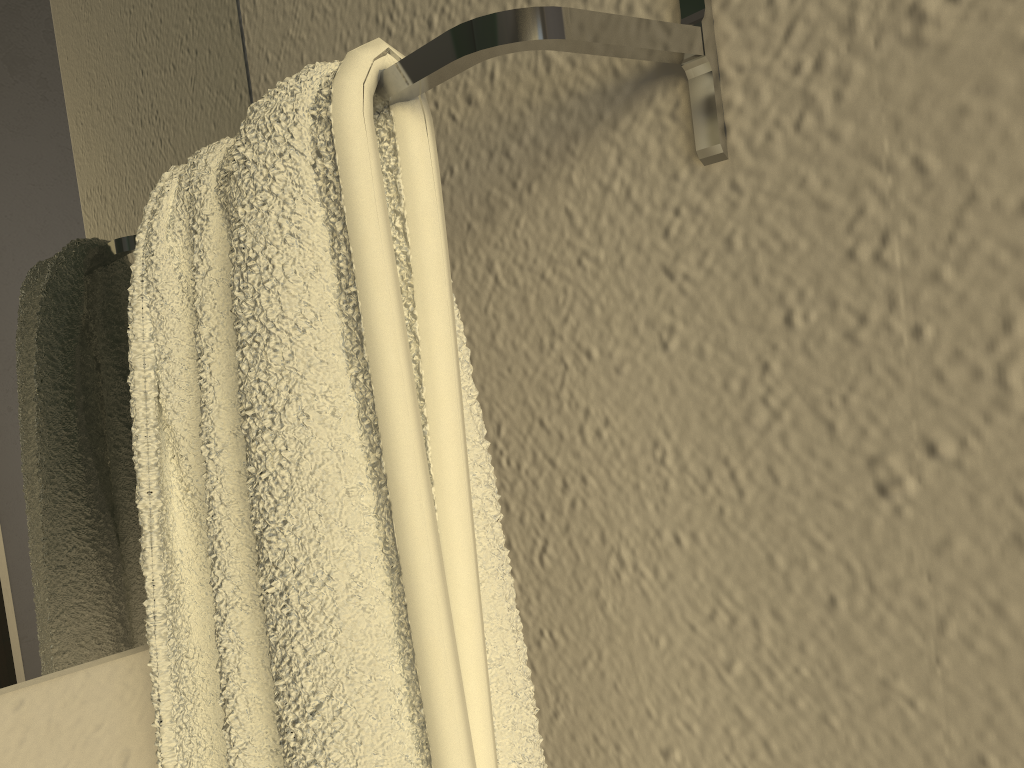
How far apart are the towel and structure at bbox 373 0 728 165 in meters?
0.0

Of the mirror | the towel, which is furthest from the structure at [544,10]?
the mirror

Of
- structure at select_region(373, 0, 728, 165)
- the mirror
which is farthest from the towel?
the mirror

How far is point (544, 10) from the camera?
0.3m

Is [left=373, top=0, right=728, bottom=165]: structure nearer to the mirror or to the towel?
the towel

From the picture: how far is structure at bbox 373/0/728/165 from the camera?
0.3 meters

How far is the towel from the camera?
0.3m

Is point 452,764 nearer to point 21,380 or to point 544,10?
point 544,10

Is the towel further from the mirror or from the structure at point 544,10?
the mirror

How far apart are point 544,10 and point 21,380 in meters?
0.4
